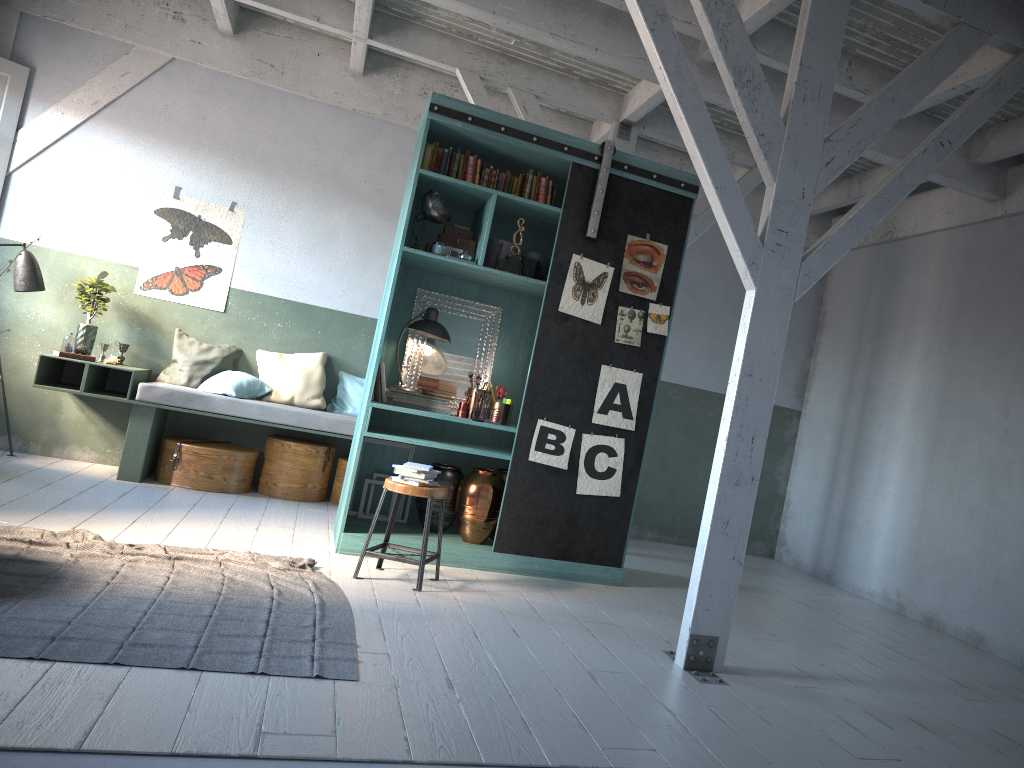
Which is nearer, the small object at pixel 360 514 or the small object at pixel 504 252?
the small object at pixel 504 252

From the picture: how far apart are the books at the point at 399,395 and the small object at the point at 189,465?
2.15m

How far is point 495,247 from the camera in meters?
6.7

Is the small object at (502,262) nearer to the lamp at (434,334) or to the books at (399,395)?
the lamp at (434,334)

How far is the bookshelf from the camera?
6.6m

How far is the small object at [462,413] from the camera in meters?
6.9 m

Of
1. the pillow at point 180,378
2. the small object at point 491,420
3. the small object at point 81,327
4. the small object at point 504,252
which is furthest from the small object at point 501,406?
the small object at point 81,327

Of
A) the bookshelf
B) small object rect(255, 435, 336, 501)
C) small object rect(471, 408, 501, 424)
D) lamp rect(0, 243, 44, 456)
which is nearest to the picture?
the bookshelf

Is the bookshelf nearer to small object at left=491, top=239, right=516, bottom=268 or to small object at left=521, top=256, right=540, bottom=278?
small object at left=521, top=256, right=540, bottom=278

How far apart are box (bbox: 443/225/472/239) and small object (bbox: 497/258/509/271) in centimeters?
43cm
